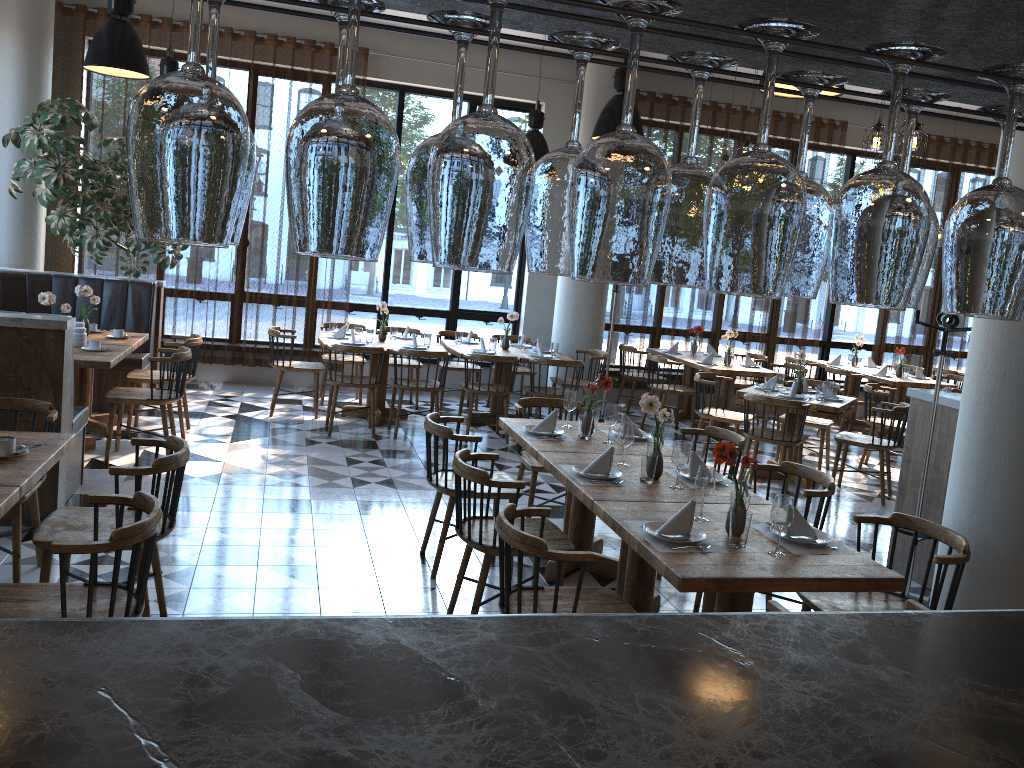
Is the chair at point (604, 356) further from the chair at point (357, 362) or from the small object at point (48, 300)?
the small object at point (48, 300)

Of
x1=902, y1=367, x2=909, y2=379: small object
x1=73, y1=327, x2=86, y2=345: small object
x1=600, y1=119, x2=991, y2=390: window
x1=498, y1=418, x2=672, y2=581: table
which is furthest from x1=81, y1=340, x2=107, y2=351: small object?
x1=600, y1=119, x2=991, y2=390: window

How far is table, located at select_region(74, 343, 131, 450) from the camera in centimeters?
589cm

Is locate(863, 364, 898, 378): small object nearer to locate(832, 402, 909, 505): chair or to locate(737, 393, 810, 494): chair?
locate(832, 402, 909, 505): chair

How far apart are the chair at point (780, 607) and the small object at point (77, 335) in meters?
5.6 m

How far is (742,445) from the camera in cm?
504

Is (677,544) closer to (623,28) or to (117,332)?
(623,28)

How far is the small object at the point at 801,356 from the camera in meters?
7.6

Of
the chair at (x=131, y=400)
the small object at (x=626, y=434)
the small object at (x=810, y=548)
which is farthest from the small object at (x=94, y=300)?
the small object at (x=810, y=548)

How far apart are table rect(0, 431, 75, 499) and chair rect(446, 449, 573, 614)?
1.6 meters
